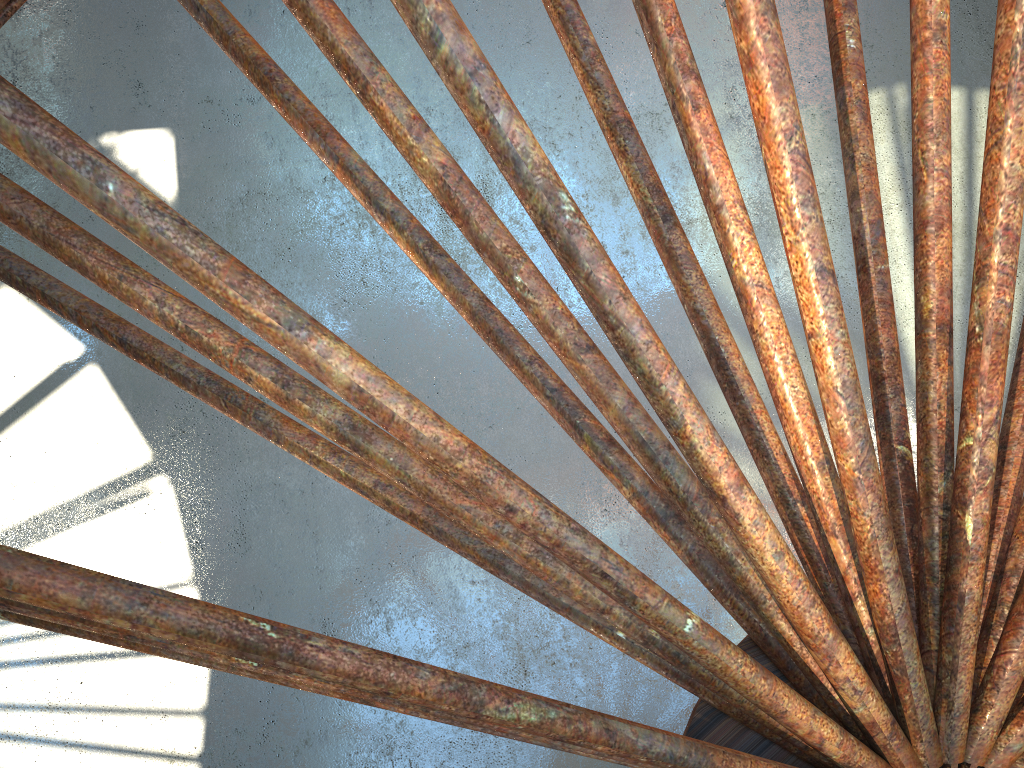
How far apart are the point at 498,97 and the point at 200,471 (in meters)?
15.79

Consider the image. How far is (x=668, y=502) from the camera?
8.0m
